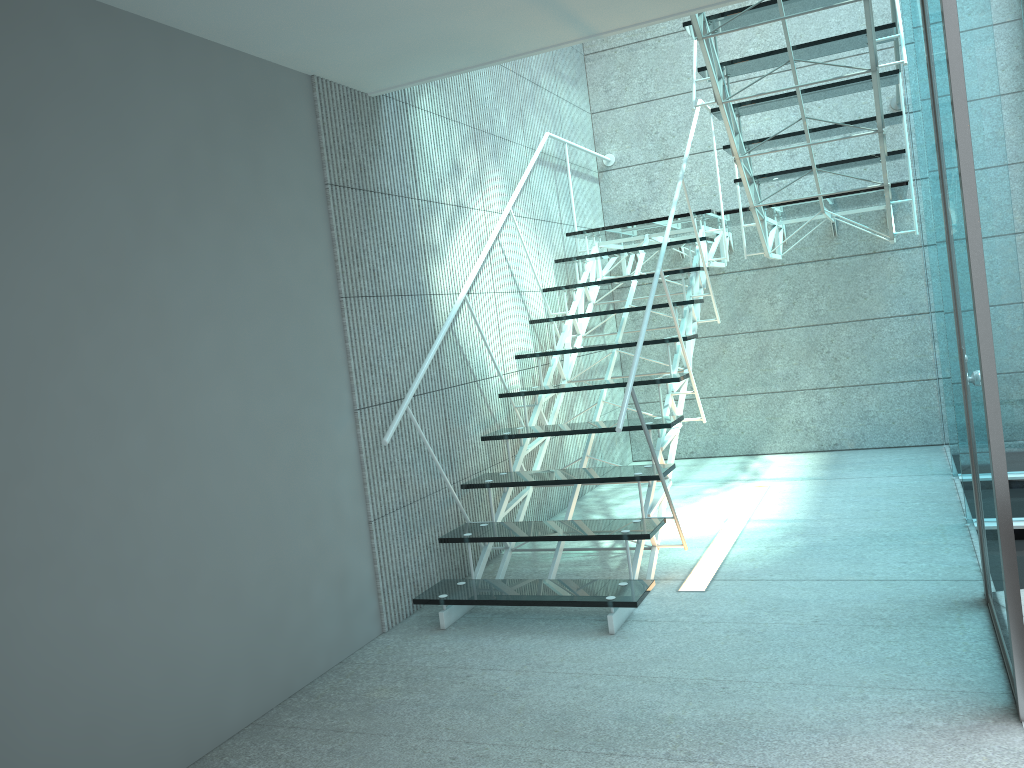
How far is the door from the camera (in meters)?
1.96

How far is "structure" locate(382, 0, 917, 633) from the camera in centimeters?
311cm

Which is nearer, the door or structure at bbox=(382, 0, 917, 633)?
the door

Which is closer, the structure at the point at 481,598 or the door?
the door

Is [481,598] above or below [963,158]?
below

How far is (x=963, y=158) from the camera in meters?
2.0 m

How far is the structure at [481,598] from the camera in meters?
3.1

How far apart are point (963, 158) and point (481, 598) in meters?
2.0

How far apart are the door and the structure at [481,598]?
0.7m

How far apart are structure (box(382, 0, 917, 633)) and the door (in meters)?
0.73
